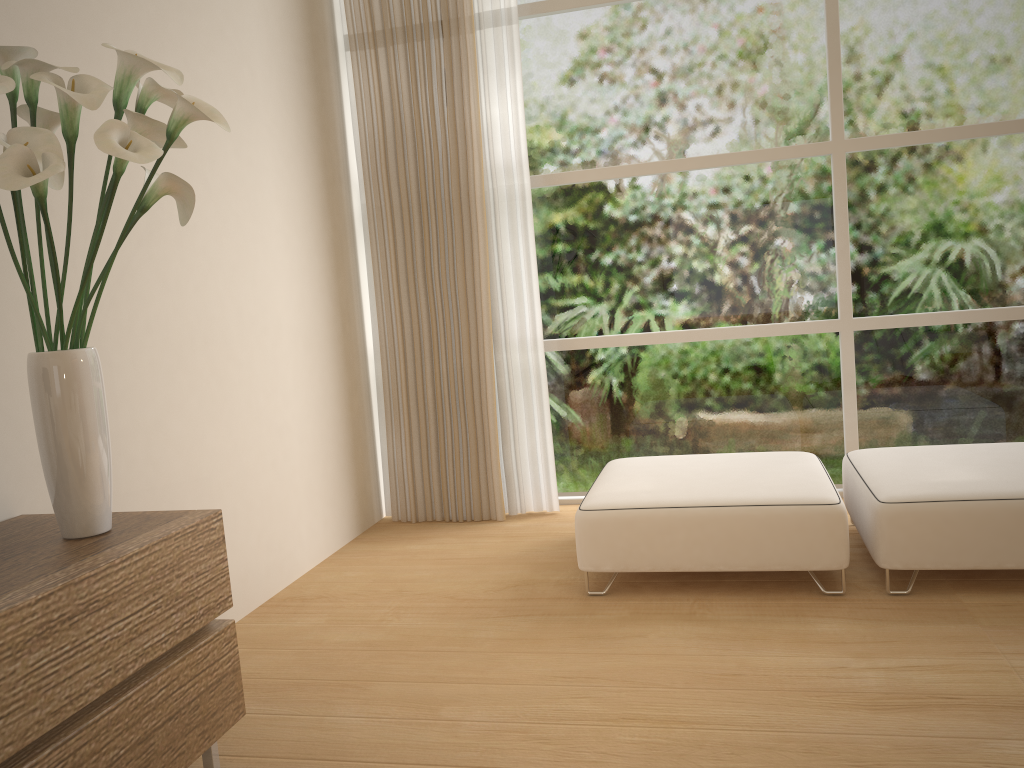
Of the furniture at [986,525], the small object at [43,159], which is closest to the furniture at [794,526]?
the furniture at [986,525]

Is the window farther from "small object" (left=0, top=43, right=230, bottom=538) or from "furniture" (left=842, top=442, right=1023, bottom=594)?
"small object" (left=0, top=43, right=230, bottom=538)

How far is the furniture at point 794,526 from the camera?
3.04m

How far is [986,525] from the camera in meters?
2.9

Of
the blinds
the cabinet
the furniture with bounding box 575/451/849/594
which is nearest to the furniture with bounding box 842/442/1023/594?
the furniture with bounding box 575/451/849/594

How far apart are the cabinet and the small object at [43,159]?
0.0 meters

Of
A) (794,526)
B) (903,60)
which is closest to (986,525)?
(794,526)

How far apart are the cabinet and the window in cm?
265

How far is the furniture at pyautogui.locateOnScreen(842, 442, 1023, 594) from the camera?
2.9m

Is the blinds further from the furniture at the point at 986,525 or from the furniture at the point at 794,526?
the furniture at the point at 986,525
